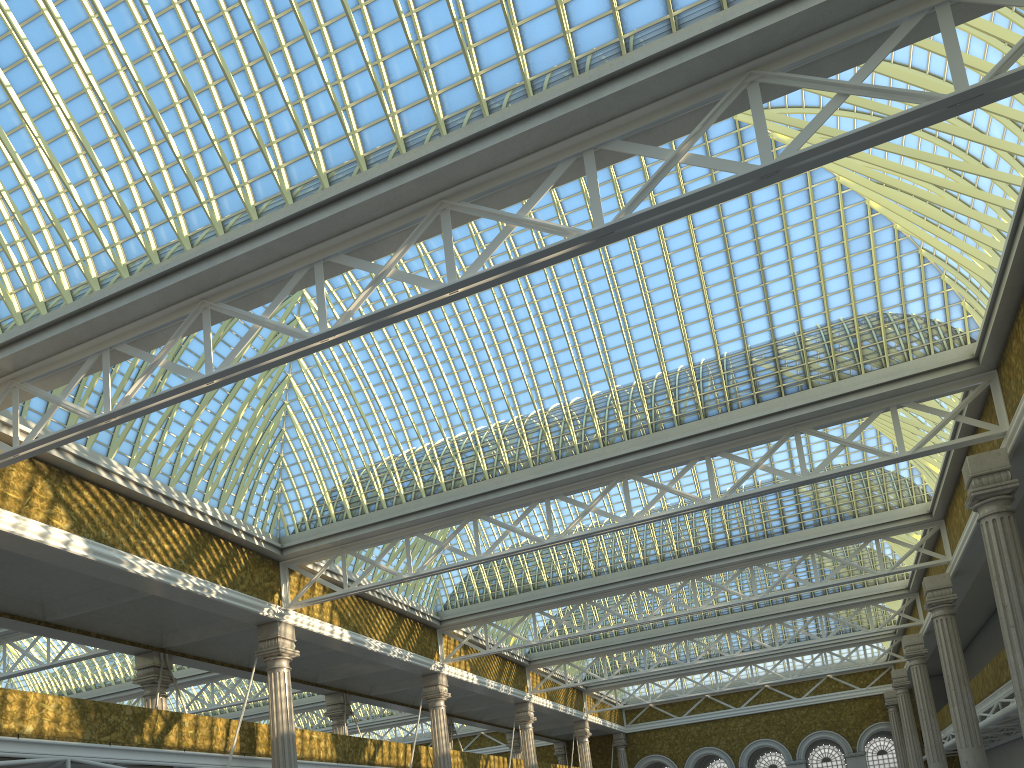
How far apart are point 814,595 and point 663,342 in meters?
23.1

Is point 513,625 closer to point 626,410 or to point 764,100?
point 626,410
